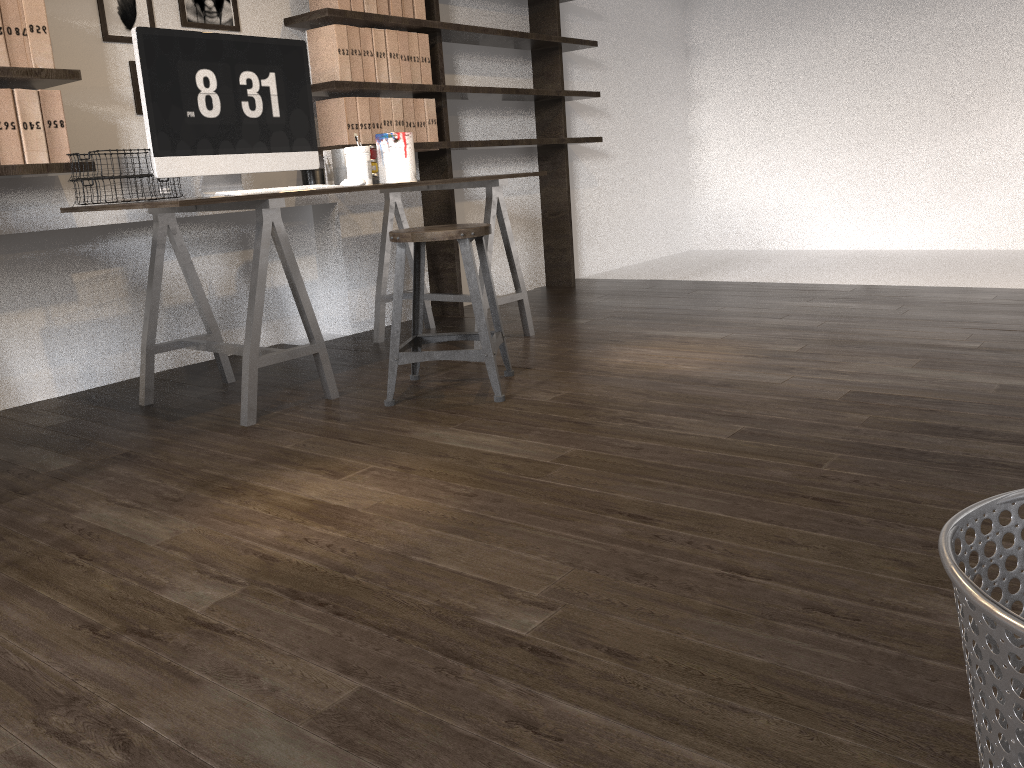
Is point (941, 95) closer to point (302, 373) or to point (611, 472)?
point (302, 373)

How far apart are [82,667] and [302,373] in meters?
2.0

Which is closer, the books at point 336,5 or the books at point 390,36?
the books at point 336,5

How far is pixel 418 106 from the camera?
3.8 meters

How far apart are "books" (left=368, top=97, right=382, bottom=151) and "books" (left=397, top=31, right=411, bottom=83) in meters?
0.2

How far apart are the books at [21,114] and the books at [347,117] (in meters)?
1.20

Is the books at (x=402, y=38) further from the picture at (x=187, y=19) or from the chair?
the chair

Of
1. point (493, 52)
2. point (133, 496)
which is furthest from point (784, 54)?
point (133, 496)

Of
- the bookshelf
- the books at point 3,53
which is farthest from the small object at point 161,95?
the books at point 3,53

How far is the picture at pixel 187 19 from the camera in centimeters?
321cm
